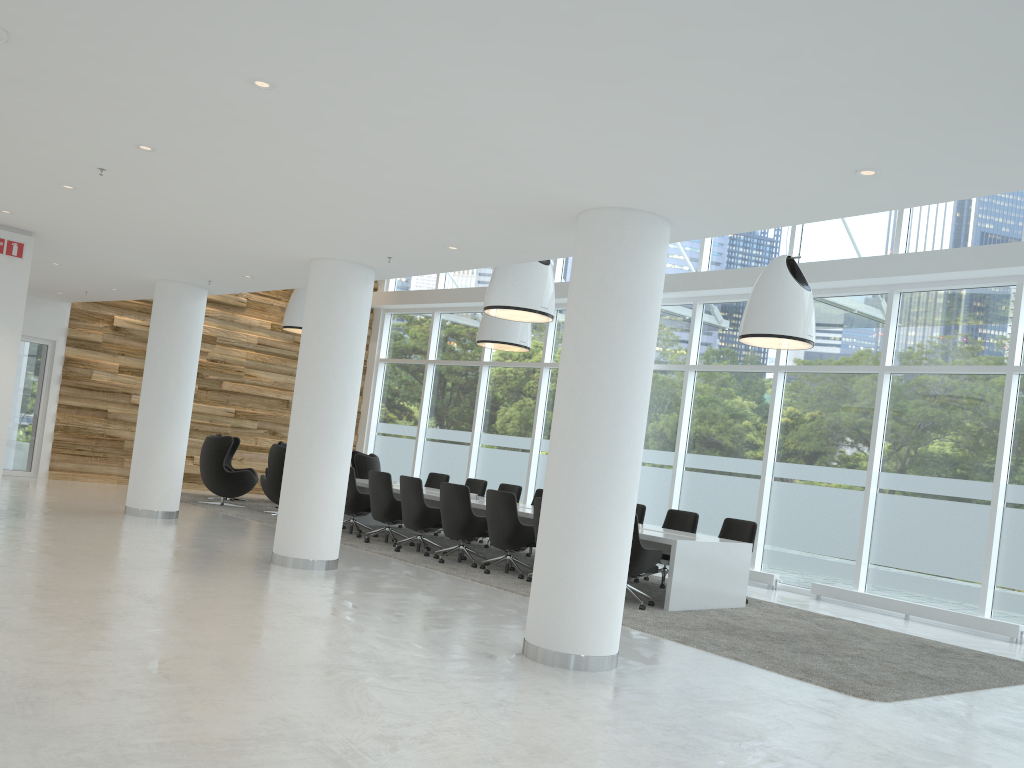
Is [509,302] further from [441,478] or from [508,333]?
[441,478]

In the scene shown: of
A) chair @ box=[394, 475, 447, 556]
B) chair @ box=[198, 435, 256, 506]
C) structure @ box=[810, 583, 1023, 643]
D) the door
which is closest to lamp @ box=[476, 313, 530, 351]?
chair @ box=[394, 475, 447, 556]

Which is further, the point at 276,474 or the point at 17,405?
the point at 17,405

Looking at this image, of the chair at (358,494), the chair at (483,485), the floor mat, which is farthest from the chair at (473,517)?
the chair at (483,485)

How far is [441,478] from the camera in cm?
1468

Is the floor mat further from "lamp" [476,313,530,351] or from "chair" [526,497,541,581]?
"lamp" [476,313,530,351]

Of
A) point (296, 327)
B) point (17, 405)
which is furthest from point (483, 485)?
point (17, 405)

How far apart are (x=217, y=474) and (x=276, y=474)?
1.1 meters

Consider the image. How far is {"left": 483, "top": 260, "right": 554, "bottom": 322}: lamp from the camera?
10.4m

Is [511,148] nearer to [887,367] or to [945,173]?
[945,173]
